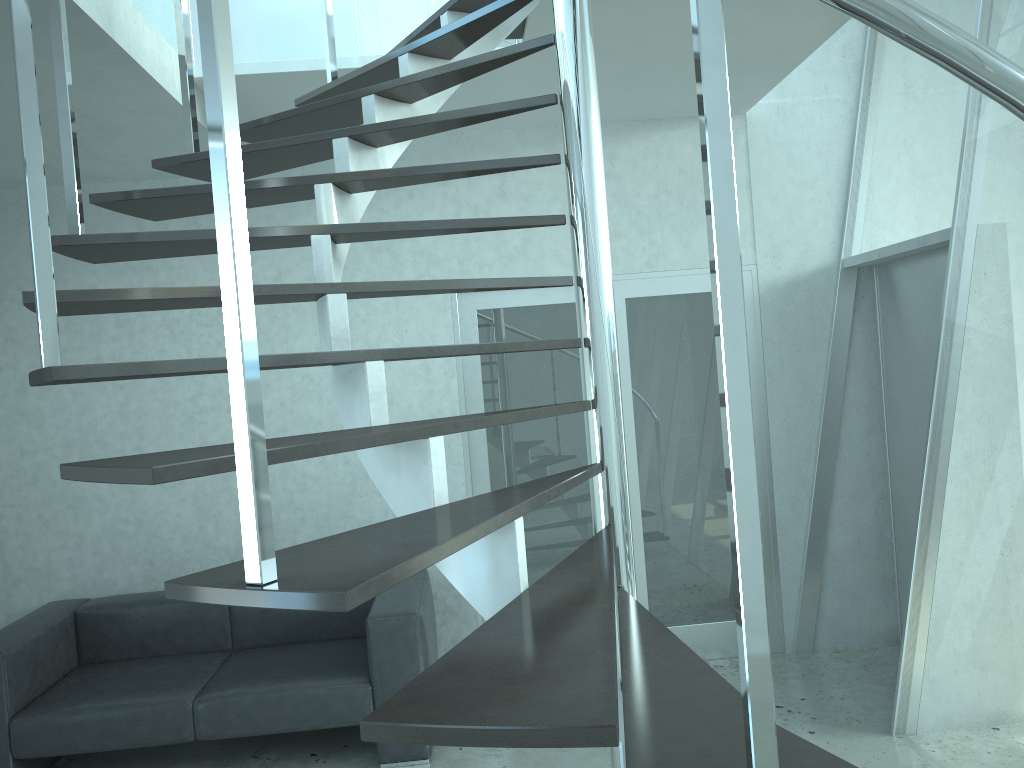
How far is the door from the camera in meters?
4.8 m

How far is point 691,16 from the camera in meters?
1.0 m

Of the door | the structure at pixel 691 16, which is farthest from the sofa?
the structure at pixel 691 16

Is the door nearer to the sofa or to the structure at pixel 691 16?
the sofa

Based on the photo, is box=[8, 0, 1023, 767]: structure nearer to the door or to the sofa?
the door

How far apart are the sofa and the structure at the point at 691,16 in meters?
1.7 m

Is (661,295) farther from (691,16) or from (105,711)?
(691,16)

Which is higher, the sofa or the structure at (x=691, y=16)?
the structure at (x=691, y=16)

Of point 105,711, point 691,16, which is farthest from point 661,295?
point 691,16

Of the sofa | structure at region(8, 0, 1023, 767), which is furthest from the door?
structure at region(8, 0, 1023, 767)
